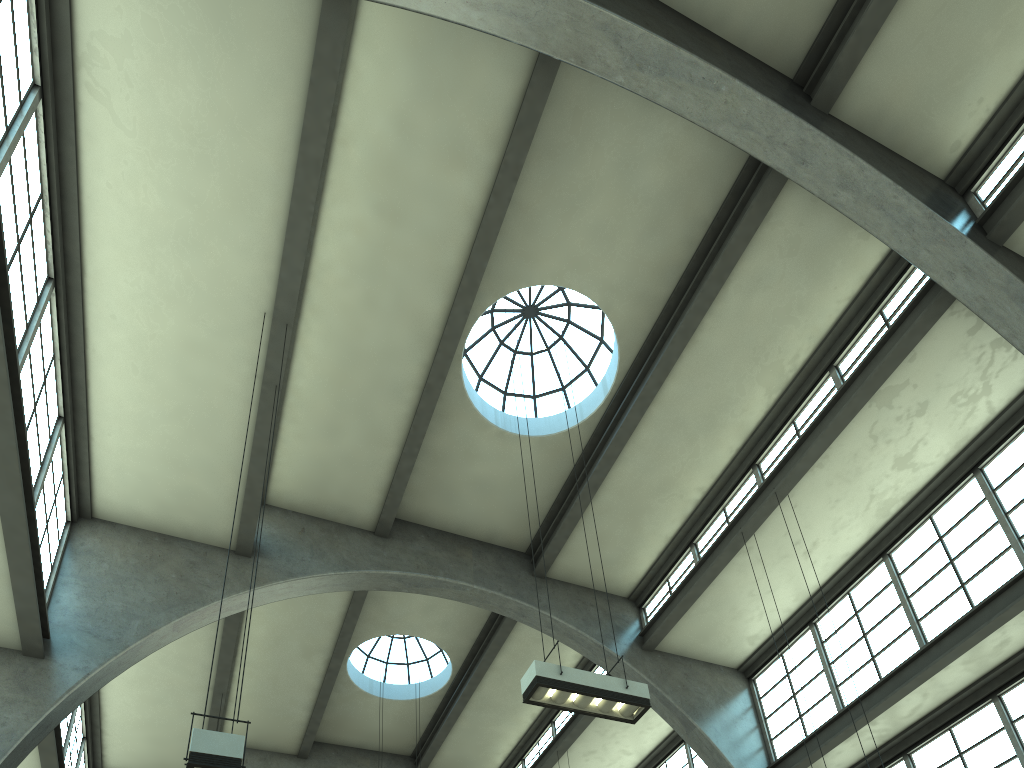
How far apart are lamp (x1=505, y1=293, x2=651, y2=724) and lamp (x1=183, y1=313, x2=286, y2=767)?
3.35m

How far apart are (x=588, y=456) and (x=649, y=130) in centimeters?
551cm

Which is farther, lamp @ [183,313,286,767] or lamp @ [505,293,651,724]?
lamp @ [505,293,651,724]

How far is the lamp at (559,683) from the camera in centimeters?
855cm

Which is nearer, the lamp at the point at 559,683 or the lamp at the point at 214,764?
the lamp at the point at 214,764

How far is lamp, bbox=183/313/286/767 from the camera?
5.8 meters

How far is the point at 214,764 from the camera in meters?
5.8 m

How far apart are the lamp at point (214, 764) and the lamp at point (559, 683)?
3.3 meters

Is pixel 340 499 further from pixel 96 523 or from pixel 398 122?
pixel 398 122

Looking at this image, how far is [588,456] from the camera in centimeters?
1495cm
